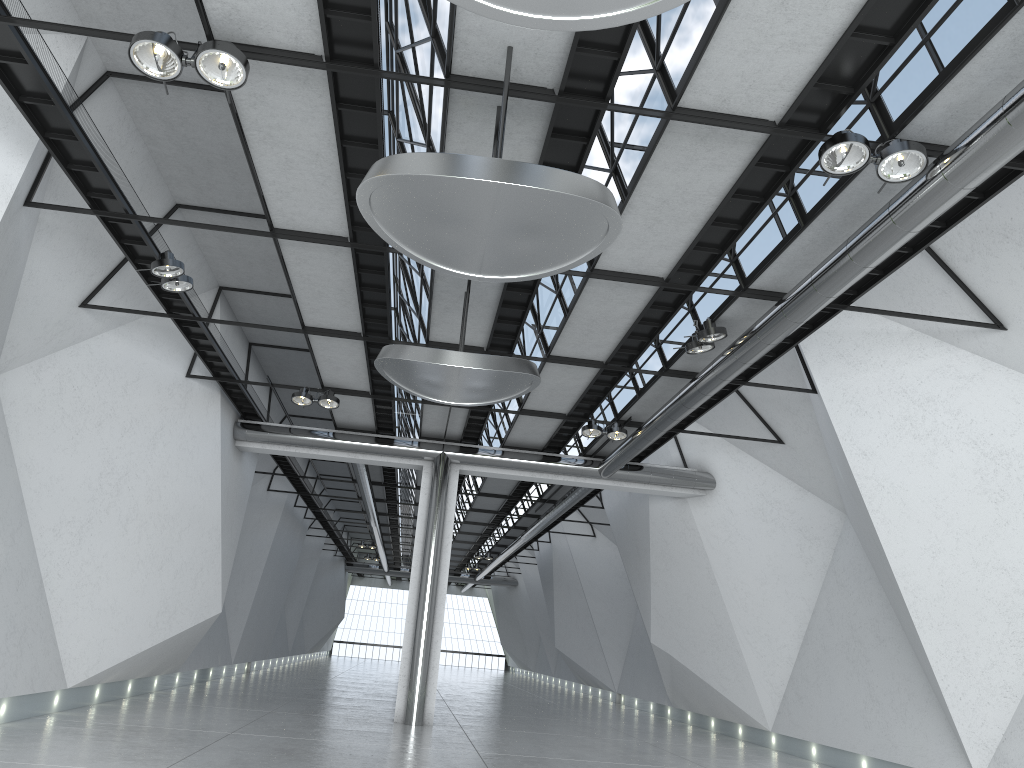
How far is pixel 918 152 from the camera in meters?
36.6 m
